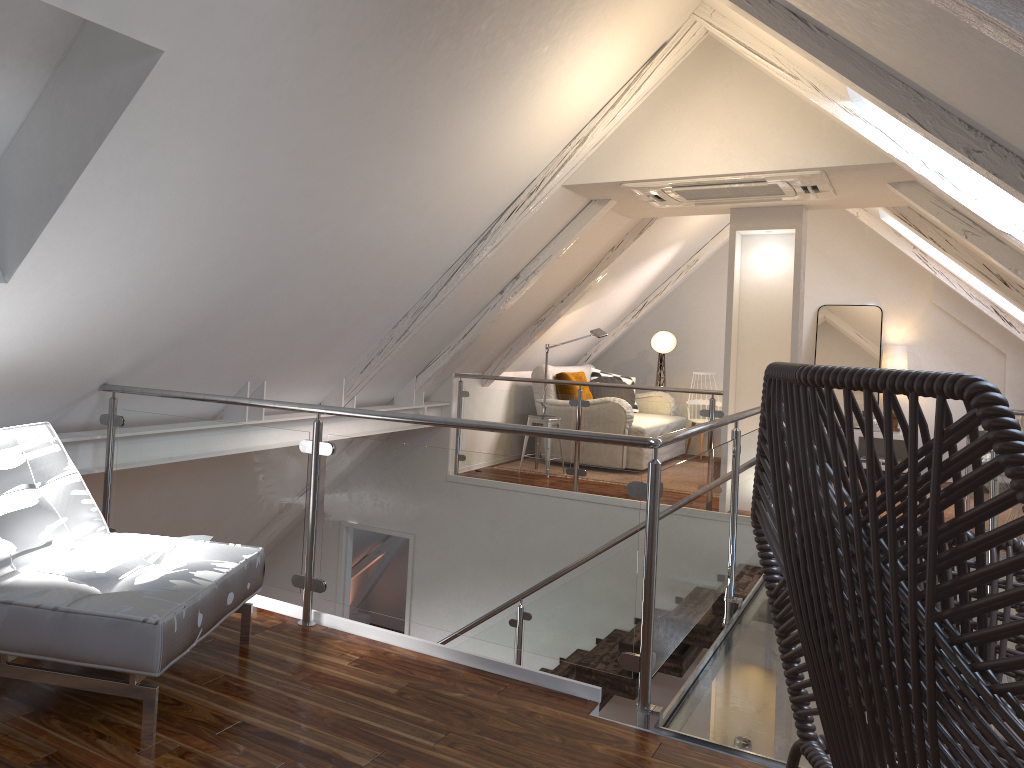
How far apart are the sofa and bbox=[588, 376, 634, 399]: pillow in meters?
0.2 m

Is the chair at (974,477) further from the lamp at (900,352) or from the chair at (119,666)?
the lamp at (900,352)

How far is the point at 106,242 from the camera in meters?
2.6

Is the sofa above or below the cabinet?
above

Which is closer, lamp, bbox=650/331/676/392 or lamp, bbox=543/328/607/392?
lamp, bbox=543/328/607/392

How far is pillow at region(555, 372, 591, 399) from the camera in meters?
7.2 m

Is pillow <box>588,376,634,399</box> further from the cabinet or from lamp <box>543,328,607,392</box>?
the cabinet

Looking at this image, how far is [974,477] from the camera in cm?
79

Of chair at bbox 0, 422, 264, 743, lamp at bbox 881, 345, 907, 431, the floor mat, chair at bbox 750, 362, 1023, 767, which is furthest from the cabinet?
chair at bbox 750, 362, 1023, 767

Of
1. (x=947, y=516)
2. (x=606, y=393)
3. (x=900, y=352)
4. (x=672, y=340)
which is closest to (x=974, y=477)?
(x=947, y=516)
